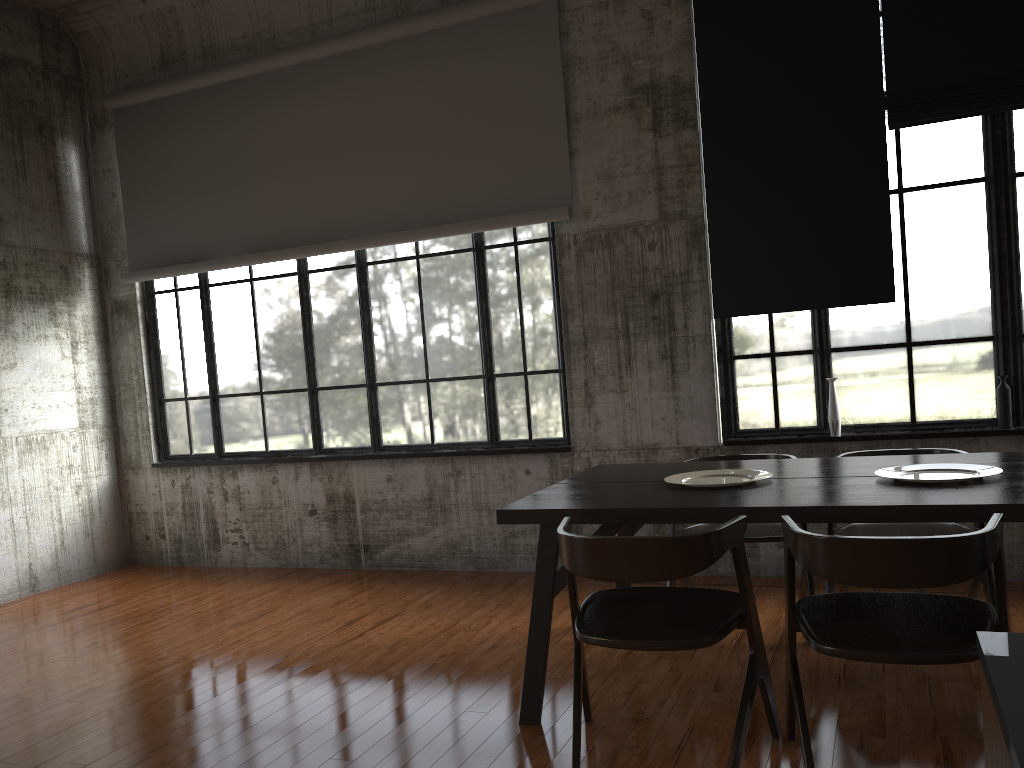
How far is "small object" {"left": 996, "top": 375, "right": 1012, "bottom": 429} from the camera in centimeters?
571cm

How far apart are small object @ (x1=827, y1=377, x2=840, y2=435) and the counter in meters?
5.3 m

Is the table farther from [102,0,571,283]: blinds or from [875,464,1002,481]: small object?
[102,0,571,283]: blinds

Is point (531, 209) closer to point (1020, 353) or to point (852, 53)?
point (852, 53)

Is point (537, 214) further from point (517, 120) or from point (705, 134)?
point (705, 134)

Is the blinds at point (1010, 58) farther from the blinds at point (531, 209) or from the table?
the table

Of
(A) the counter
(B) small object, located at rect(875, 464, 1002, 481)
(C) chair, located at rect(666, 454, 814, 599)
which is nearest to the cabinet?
(A) the counter

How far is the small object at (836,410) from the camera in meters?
6.1 m

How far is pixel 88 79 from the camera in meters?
8.6

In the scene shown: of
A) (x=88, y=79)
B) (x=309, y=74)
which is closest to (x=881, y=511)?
(x=309, y=74)
